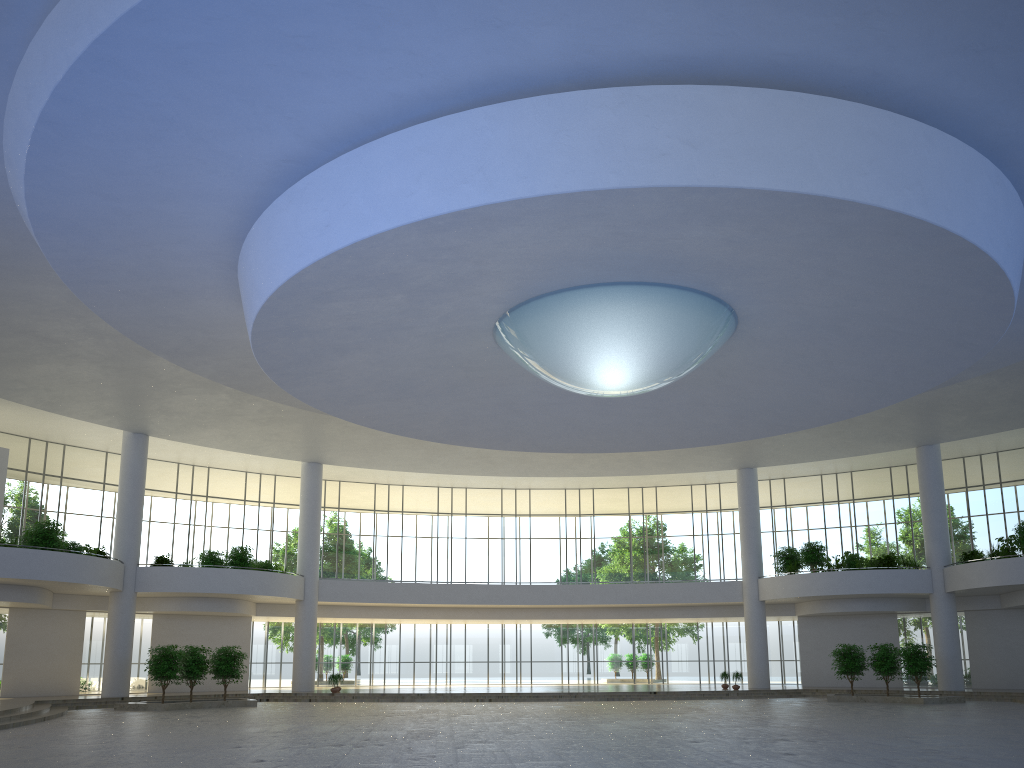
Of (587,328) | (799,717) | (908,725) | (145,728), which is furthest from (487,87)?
(799,717)
